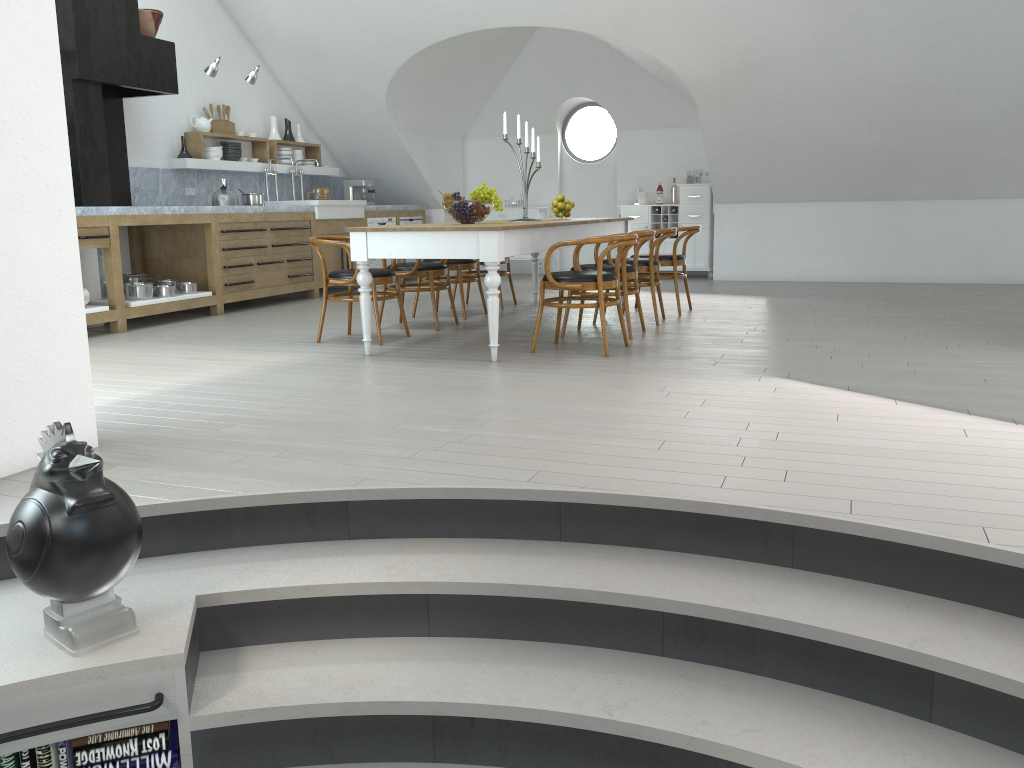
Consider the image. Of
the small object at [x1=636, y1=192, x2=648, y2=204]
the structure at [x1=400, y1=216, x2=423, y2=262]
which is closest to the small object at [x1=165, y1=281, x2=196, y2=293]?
the structure at [x1=400, y1=216, x2=423, y2=262]

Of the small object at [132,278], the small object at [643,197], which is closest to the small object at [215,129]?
the small object at [132,278]

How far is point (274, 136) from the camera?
9.8m

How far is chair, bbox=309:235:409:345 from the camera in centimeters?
593cm

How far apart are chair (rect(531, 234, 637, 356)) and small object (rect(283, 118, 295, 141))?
5.6m

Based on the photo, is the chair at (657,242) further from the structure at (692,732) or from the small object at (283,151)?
the small object at (283,151)

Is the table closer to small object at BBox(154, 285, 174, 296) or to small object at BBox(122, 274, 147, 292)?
small object at BBox(154, 285, 174, 296)

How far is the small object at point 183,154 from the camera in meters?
8.5

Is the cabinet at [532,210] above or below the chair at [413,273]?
above

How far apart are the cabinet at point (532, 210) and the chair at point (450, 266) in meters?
3.9 m
